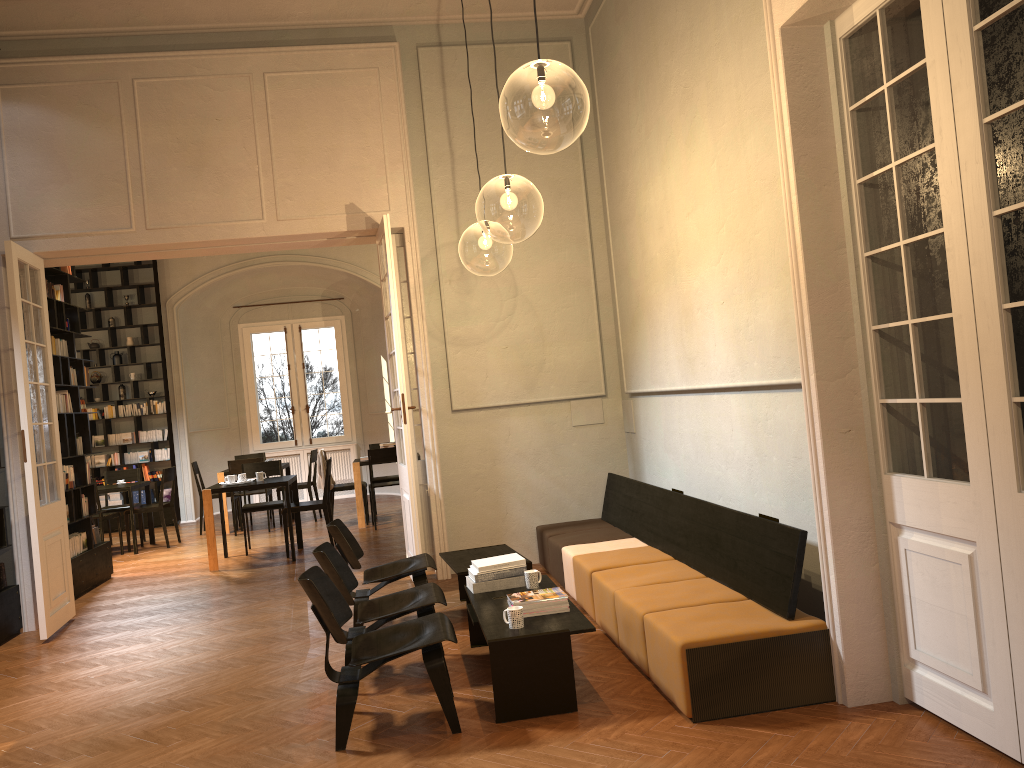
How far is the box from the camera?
14.6m

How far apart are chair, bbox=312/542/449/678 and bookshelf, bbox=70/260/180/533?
10.17m

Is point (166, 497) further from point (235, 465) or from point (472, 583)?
point (472, 583)

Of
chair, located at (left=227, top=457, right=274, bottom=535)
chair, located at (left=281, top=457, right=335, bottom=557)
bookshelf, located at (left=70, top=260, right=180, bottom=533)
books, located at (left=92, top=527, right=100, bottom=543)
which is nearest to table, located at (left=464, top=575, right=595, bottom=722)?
chair, located at (left=281, top=457, right=335, bottom=557)

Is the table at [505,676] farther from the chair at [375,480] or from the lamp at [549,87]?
the chair at [375,480]

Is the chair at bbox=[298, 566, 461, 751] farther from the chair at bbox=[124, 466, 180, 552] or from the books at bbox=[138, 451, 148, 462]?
the books at bbox=[138, 451, 148, 462]

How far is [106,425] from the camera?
14.54m

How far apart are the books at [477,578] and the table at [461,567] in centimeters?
65cm

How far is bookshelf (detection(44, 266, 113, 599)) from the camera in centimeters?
896cm

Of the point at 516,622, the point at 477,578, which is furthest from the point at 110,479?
the point at 516,622
